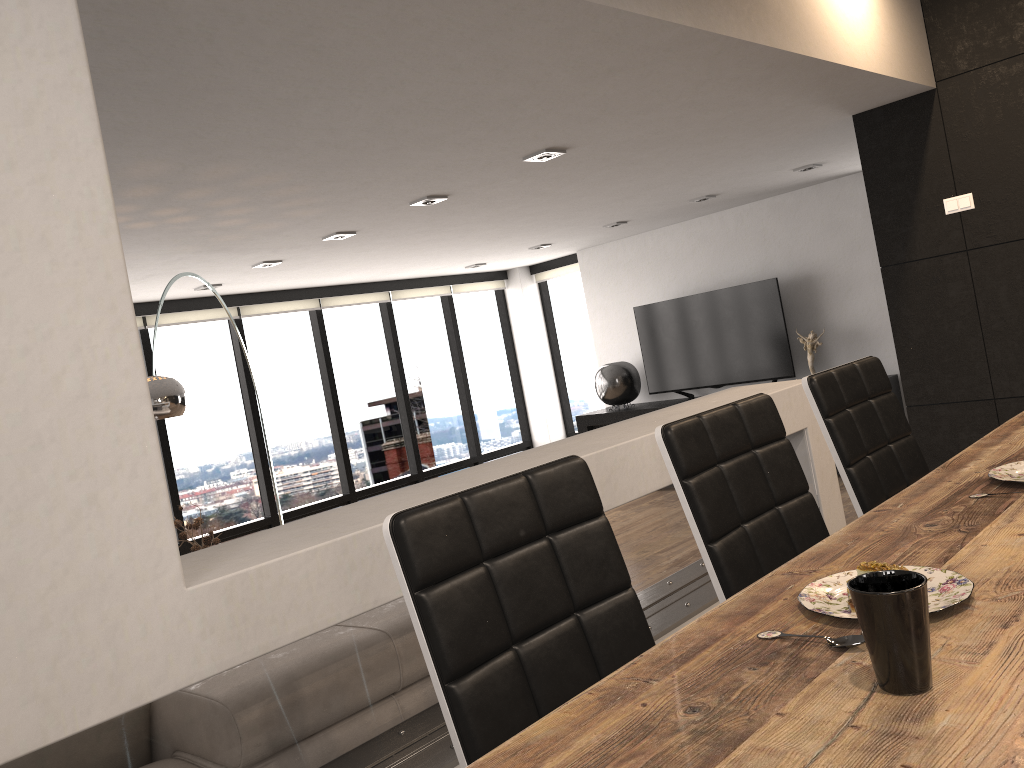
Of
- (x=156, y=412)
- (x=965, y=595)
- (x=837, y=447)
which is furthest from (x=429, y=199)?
(x=965, y=595)

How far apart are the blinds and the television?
1.3m

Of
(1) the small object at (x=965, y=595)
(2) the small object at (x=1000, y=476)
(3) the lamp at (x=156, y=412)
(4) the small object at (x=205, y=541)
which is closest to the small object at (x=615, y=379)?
(4) the small object at (x=205, y=541)

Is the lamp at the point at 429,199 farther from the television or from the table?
the television

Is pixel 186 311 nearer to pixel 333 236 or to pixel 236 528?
pixel 236 528

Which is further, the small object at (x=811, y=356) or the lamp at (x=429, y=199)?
the small object at (x=811, y=356)

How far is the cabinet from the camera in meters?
8.4 m

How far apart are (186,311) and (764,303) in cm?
492

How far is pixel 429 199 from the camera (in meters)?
4.92

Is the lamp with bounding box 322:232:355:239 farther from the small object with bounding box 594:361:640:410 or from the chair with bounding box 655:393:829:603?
the chair with bounding box 655:393:829:603
